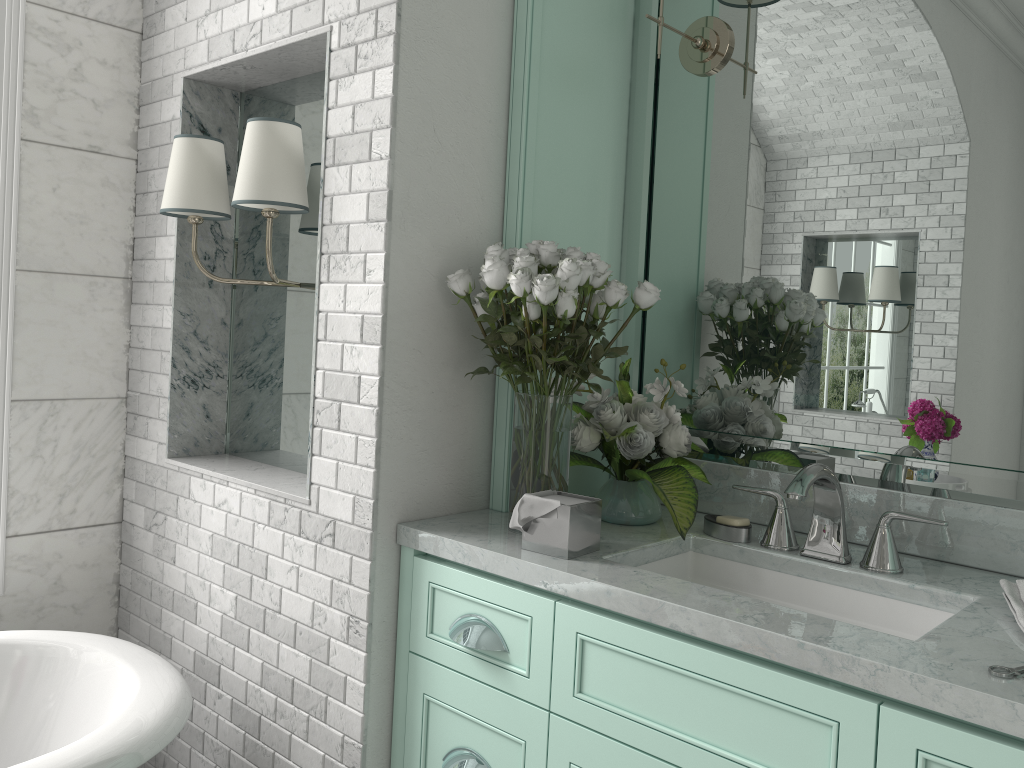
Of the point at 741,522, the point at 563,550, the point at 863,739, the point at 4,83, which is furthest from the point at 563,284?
the point at 4,83

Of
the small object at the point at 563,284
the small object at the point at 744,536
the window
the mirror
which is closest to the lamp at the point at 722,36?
the mirror

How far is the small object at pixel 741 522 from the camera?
2.0m

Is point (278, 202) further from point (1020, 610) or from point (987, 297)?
point (1020, 610)

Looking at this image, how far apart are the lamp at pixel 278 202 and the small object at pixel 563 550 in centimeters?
87cm

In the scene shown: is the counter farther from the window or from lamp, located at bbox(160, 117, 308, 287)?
the window

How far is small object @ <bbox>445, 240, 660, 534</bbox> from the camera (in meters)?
1.81

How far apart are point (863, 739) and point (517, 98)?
1.5 meters

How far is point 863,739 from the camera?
1.3m

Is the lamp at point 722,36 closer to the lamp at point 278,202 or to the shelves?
the shelves
